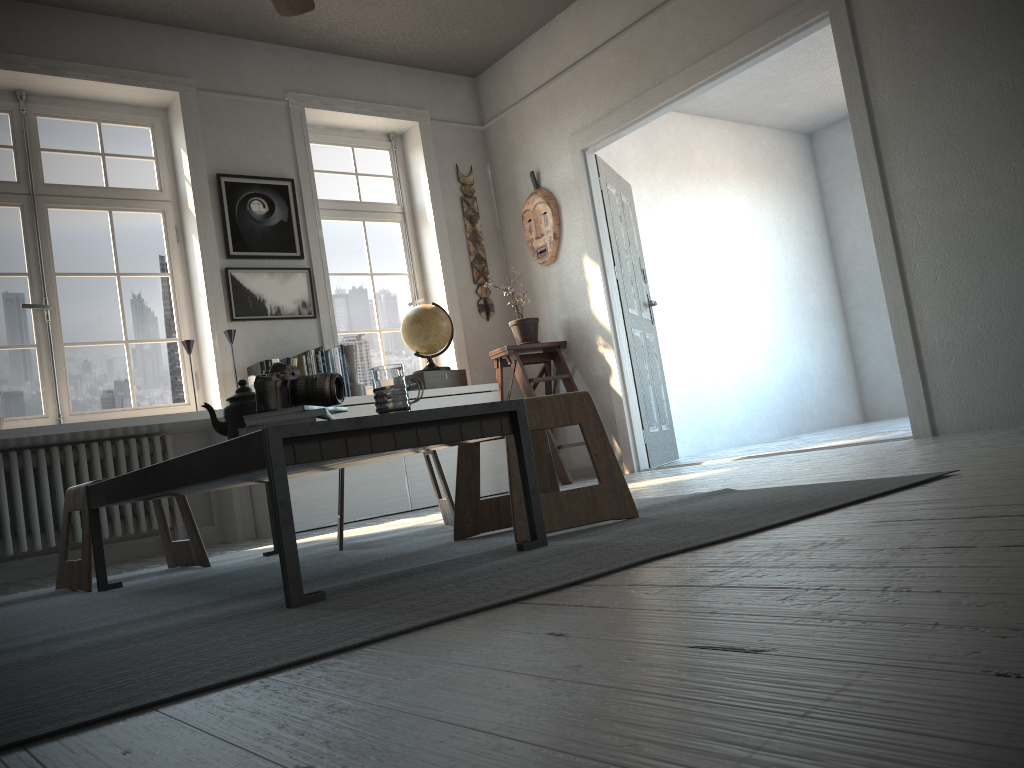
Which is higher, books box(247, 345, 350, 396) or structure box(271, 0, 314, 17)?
structure box(271, 0, 314, 17)

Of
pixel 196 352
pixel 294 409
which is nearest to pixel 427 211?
pixel 196 352

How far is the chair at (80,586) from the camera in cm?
276

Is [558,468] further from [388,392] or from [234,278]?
[388,392]

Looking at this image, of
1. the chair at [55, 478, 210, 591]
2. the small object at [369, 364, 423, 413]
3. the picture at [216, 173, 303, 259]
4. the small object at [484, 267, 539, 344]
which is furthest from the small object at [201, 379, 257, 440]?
the small object at [484, 267, 539, 344]

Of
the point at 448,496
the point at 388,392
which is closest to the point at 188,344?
the point at 448,496

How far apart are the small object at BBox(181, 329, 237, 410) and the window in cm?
37

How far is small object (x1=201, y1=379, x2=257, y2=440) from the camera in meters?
2.3

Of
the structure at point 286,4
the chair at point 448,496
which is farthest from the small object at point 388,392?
the structure at point 286,4

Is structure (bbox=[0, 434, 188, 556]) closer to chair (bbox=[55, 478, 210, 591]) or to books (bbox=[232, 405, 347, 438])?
chair (bbox=[55, 478, 210, 591])
